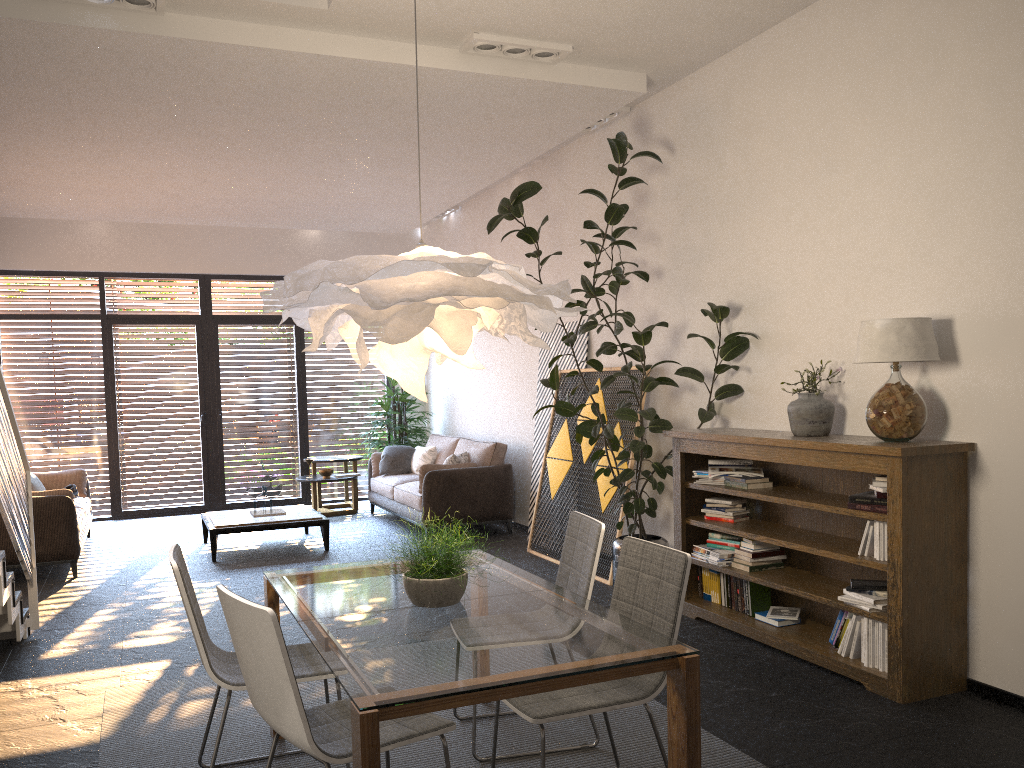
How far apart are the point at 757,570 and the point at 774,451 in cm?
80

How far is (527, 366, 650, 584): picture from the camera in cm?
679

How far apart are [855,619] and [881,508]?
0.59m

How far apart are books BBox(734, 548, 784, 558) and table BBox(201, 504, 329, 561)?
4.2 meters

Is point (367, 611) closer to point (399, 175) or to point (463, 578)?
point (463, 578)

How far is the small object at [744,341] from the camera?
5.6m

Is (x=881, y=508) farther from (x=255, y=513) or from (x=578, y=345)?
(x=255, y=513)

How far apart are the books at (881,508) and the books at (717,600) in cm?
140

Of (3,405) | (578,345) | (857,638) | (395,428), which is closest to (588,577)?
(857,638)

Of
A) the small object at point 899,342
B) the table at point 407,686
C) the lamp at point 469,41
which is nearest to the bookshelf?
the small object at point 899,342
